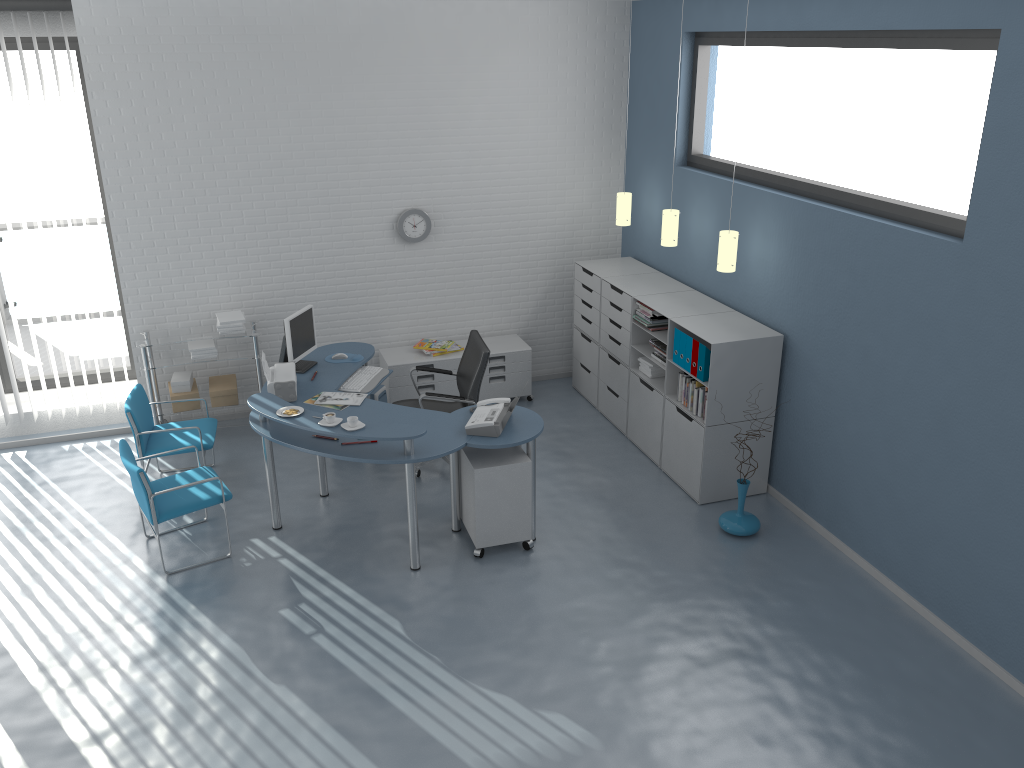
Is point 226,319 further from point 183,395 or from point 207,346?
point 183,395

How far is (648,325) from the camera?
6.40m

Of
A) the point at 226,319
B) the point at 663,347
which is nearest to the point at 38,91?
the point at 226,319

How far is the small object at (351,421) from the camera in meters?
5.0

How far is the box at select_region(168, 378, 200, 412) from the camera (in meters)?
6.73

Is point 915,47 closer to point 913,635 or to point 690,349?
point 690,349

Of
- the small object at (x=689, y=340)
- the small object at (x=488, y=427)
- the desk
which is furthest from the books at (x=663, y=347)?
the small object at (x=488, y=427)

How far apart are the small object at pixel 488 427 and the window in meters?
3.7 m

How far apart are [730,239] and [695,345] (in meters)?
0.71

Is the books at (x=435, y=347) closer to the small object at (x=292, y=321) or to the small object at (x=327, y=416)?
the small object at (x=292, y=321)
